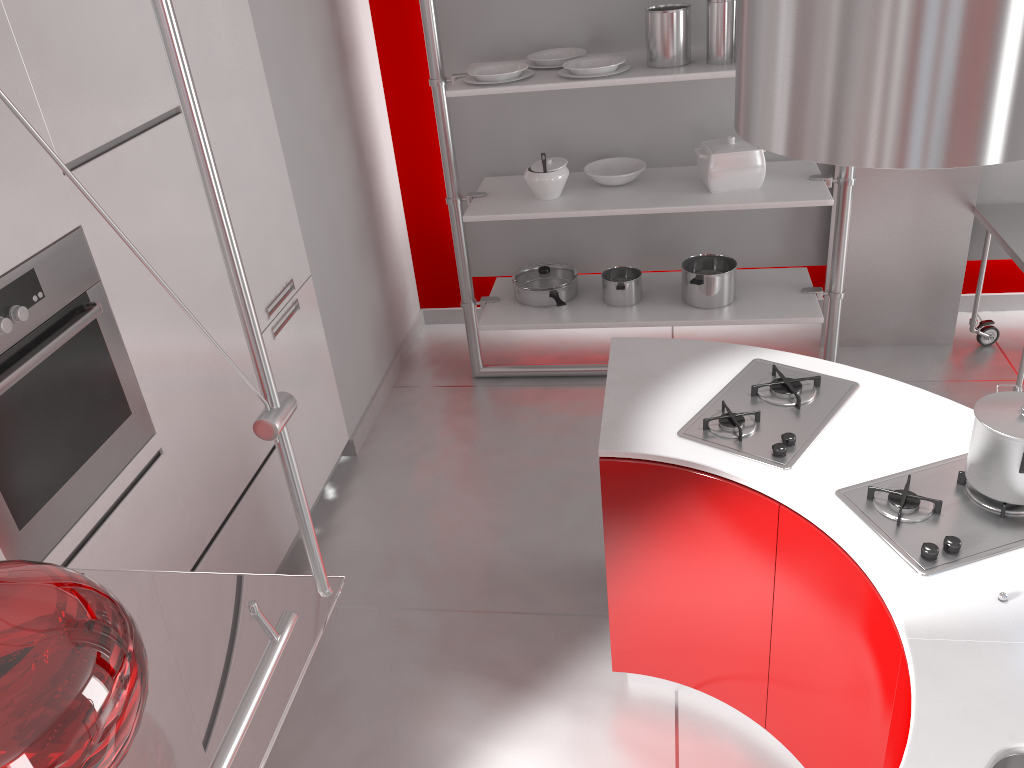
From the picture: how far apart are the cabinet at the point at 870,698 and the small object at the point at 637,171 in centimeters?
186cm

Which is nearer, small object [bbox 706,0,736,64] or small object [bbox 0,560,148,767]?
small object [bbox 0,560,148,767]

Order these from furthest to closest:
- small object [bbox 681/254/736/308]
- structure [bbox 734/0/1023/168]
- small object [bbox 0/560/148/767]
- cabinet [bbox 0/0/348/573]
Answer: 1. small object [bbox 681/254/736/308]
2. cabinet [bbox 0/0/348/573]
3. structure [bbox 734/0/1023/168]
4. small object [bbox 0/560/148/767]

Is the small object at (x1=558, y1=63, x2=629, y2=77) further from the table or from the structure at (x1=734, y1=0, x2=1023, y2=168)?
the structure at (x1=734, y1=0, x2=1023, y2=168)

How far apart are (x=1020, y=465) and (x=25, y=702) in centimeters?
180cm

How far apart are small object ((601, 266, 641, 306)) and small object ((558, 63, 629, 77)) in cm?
91

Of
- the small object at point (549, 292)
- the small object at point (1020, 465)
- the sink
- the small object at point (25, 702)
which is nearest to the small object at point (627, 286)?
the small object at point (549, 292)

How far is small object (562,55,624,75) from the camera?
3.35m

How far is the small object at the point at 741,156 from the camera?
3.6 meters

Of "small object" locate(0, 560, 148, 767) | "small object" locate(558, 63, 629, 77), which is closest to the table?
"small object" locate(558, 63, 629, 77)
